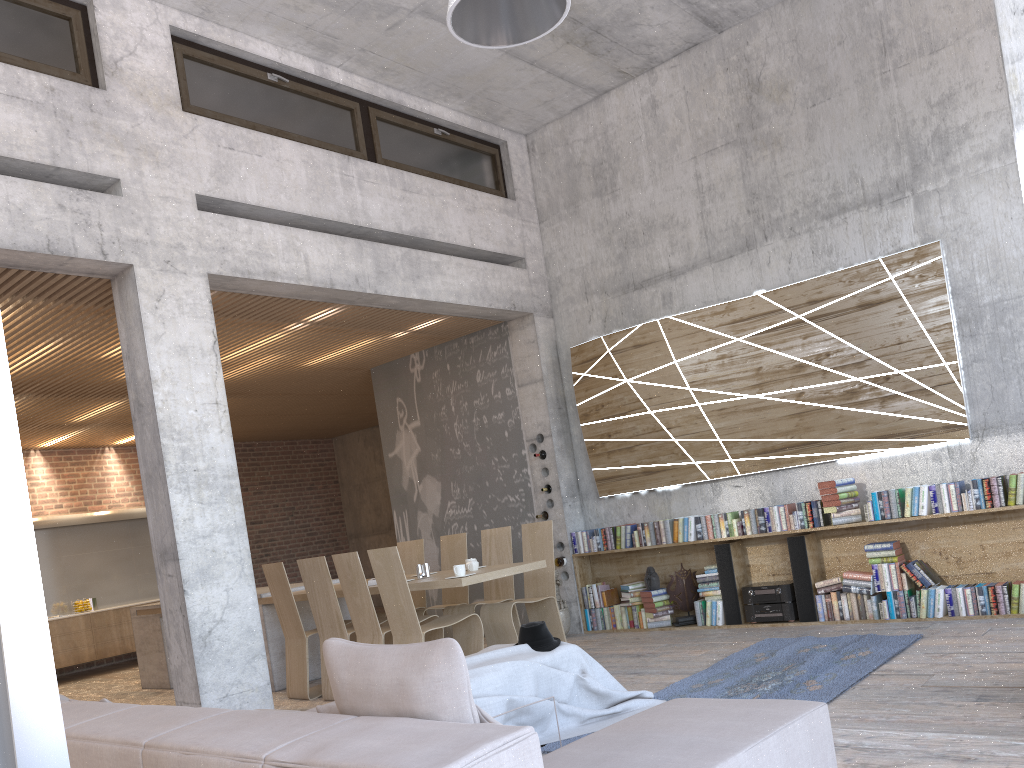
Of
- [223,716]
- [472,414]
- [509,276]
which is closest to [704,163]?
[509,276]

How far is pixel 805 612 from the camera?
7.1m

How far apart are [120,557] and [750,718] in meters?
11.8 m

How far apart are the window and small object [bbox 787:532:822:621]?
4.45m

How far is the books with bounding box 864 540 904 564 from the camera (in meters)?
6.73

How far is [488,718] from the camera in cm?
219

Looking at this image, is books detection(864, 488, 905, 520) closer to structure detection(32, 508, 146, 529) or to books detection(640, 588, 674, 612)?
books detection(640, 588, 674, 612)

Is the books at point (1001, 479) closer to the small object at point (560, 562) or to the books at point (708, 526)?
the books at point (708, 526)

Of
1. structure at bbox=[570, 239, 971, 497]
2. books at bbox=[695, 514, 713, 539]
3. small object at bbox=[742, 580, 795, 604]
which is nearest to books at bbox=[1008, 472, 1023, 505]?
structure at bbox=[570, 239, 971, 497]

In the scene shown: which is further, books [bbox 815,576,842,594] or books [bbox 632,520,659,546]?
books [bbox 632,520,659,546]
